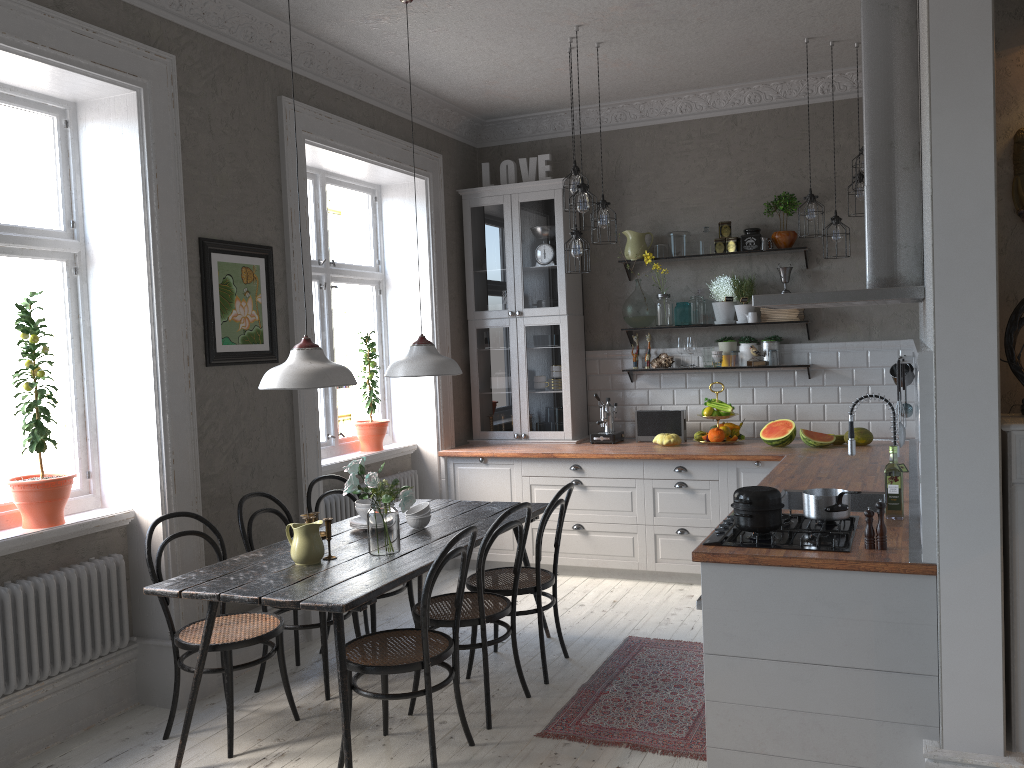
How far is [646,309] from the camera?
6.29m

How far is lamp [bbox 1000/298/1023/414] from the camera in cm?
278

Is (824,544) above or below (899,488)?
below

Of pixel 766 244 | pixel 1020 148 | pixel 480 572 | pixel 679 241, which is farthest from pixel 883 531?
pixel 679 241

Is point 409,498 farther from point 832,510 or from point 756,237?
point 756,237

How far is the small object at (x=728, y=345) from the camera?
6.1m

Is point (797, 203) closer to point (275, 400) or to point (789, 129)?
point (789, 129)

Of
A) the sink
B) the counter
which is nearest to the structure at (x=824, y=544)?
the counter

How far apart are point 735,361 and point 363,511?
3.0m

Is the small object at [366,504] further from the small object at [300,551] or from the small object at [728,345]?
the small object at [728,345]
